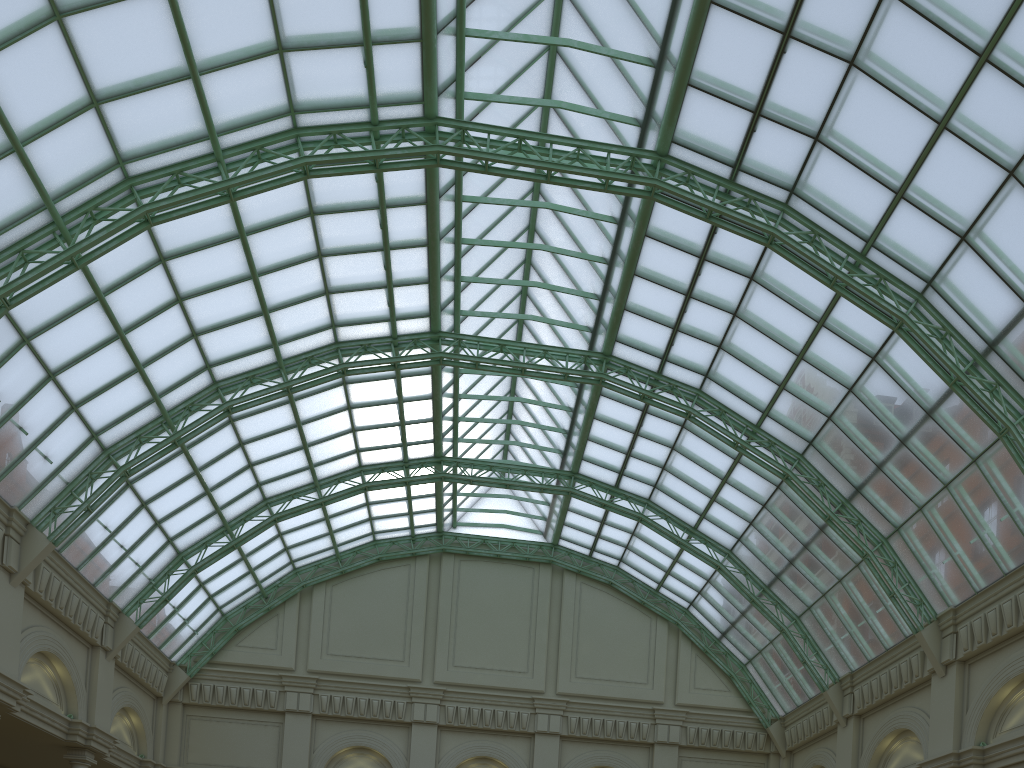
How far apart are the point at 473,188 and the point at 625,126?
8.0 meters

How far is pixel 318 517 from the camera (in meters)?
45.53
